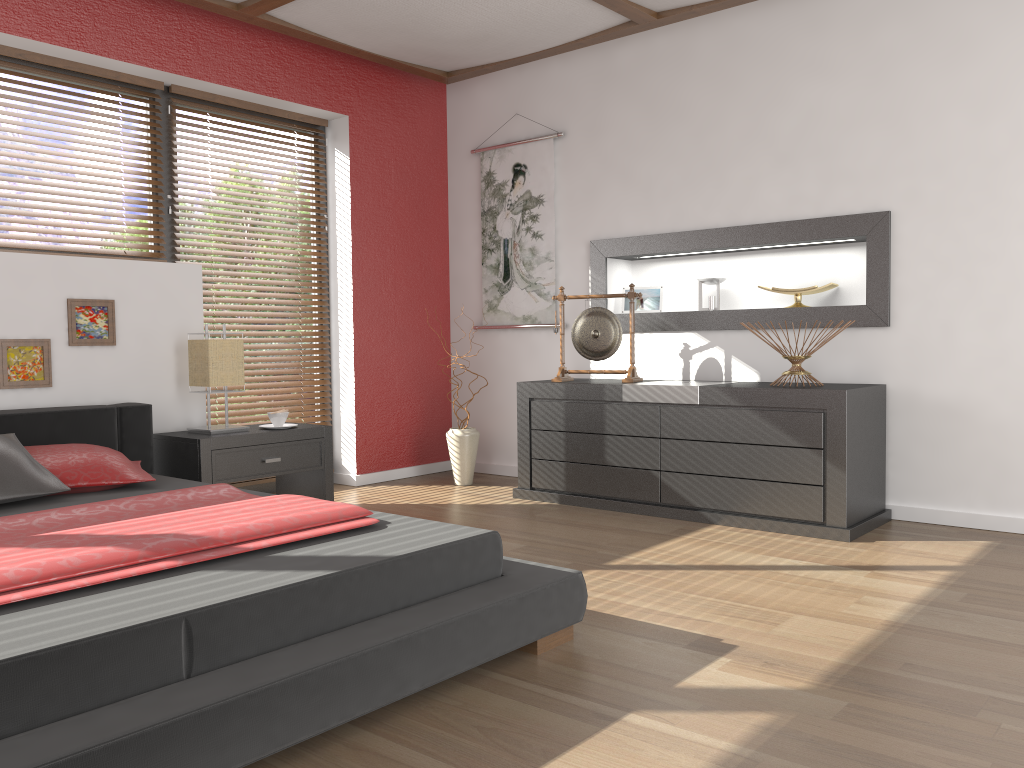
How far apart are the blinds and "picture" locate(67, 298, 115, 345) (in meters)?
1.02

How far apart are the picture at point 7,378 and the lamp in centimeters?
58cm

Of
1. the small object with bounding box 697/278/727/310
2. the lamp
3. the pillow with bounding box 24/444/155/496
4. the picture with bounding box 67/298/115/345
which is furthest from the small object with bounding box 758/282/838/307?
the picture with bounding box 67/298/115/345

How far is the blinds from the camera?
4.96m

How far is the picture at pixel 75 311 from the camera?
3.75m

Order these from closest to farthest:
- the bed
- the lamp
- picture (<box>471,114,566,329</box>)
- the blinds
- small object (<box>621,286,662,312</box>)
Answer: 1. the bed
2. the lamp
3. small object (<box>621,286,662,312</box>)
4. the blinds
5. picture (<box>471,114,566,329</box>)

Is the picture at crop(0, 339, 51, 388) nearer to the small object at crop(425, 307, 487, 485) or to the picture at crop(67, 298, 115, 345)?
the picture at crop(67, 298, 115, 345)

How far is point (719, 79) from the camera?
4.41m

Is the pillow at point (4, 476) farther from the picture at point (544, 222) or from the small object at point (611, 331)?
the picture at point (544, 222)

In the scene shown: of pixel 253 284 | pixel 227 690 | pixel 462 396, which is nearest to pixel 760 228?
pixel 462 396
